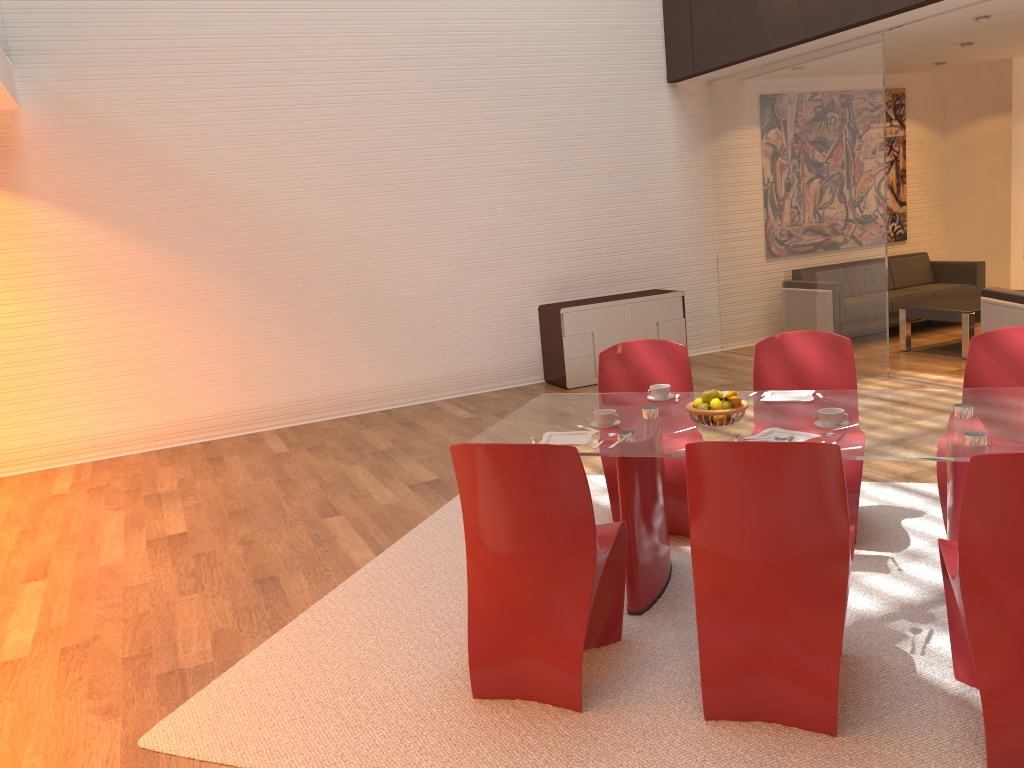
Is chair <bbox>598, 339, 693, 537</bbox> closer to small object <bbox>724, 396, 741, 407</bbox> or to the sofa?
small object <bbox>724, 396, 741, 407</bbox>

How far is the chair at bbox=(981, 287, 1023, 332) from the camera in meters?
6.6

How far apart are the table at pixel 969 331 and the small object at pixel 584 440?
5.55m

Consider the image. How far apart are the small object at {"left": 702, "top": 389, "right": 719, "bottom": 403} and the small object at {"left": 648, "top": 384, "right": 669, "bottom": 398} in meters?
0.5

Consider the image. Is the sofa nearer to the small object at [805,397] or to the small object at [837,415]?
the small object at [805,397]

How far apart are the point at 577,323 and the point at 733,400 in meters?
4.7

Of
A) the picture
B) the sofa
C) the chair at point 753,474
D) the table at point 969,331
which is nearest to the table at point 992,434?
the chair at point 753,474

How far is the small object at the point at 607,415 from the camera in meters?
3.5 m

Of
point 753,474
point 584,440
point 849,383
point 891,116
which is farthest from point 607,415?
point 891,116

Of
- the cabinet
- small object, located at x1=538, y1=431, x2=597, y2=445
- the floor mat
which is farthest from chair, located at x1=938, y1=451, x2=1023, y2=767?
the cabinet
